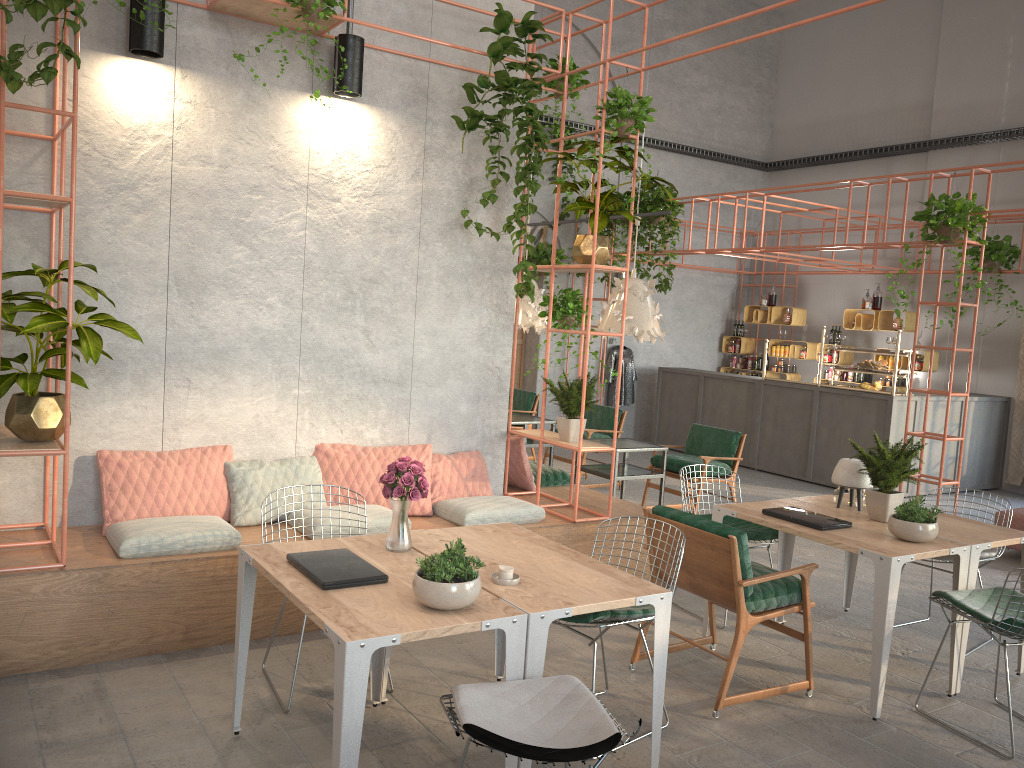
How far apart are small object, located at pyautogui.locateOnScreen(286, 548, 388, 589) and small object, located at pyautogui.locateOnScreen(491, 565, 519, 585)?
0.4 meters

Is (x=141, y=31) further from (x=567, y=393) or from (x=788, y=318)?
(x=788, y=318)

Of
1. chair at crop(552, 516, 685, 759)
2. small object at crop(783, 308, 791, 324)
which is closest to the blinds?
small object at crop(783, 308, 791, 324)

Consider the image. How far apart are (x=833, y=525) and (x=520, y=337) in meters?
8.9

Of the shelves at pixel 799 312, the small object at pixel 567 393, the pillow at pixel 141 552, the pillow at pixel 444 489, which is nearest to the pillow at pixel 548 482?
the pillow at pixel 444 489

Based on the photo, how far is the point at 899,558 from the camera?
4.35m

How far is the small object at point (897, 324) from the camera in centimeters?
1234cm

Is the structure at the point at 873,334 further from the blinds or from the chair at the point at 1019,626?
the chair at the point at 1019,626

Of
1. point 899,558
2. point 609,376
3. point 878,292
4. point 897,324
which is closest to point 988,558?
point 899,558

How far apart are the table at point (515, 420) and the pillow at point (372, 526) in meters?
3.7
